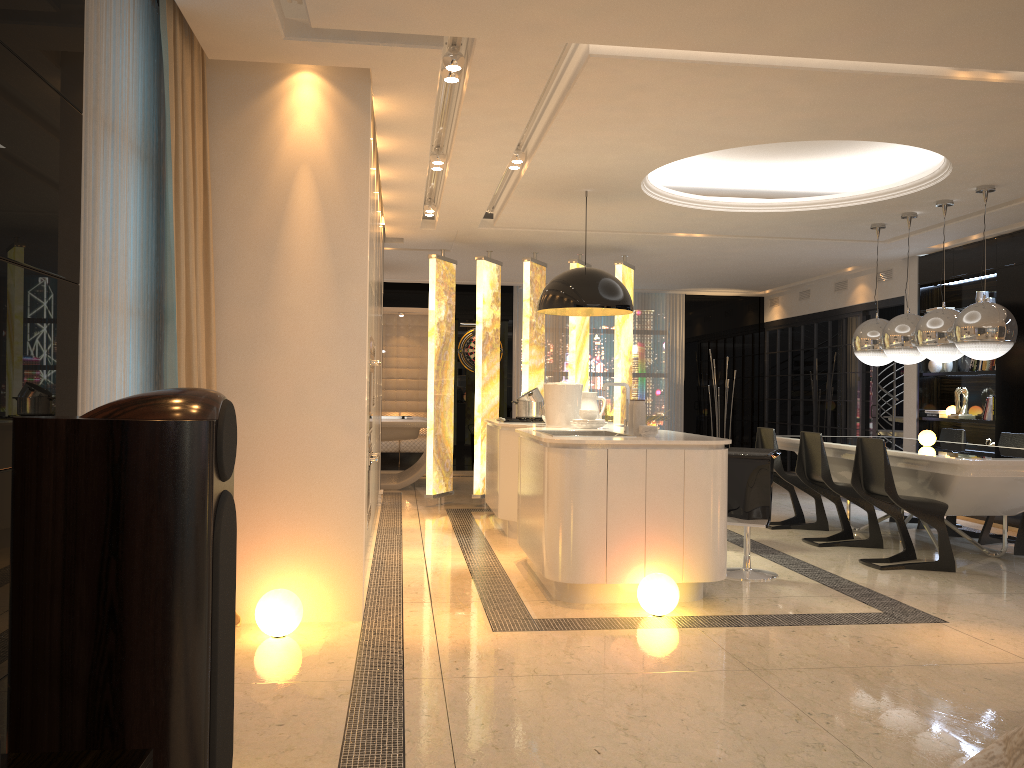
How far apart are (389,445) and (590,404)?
6.5m

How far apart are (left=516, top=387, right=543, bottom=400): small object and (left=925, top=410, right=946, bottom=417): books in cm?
433

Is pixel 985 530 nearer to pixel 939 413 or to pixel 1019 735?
pixel 939 413

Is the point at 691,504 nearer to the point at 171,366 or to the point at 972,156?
the point at 171,366

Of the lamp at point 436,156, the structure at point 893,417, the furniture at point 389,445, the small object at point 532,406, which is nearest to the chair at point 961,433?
the structure at point 893,417

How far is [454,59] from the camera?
4.2m

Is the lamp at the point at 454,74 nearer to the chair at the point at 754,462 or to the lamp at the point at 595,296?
the lamp at the point at 595,296

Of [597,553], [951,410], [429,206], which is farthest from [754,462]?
[951,410]

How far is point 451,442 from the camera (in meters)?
9.01

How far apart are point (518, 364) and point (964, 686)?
9.6 meters
